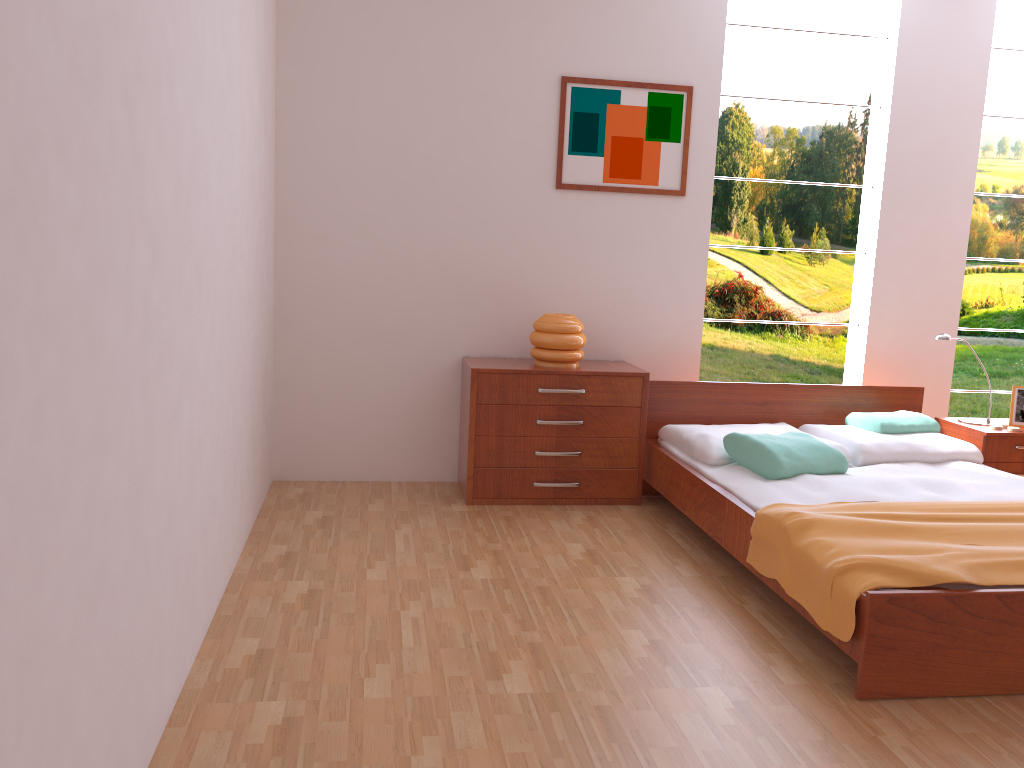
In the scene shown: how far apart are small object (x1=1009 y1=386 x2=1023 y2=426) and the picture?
1.8m

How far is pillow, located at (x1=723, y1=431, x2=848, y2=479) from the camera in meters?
3.4 m

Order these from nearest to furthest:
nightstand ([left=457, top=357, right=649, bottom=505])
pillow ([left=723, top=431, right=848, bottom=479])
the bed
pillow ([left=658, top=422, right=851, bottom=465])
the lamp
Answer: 1. the bed
2. pillow ([left=723, top=431, right=848, bottom=479])
3. pillow ([left=658, top=422, right=851, bottom=465])
4. nightstand ([left=457, top=357, right=649, bottom=505])
5. the lamp

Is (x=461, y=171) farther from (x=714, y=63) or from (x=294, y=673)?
(x=294, y=673)

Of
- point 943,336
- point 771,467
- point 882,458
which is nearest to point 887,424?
point 882,458

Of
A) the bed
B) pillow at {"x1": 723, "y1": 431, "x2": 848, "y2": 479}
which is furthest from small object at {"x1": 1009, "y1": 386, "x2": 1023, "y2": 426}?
pillow at {"x1": 723, "y1": 431, "x2": 848, "y2": 479}

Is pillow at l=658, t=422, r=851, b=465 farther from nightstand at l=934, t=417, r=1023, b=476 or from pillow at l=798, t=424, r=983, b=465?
nightstand at l=934, t=417, r=1023, b=476

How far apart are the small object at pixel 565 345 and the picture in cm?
66

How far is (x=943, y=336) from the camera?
4.12m

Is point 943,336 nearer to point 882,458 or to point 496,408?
point 882,458
